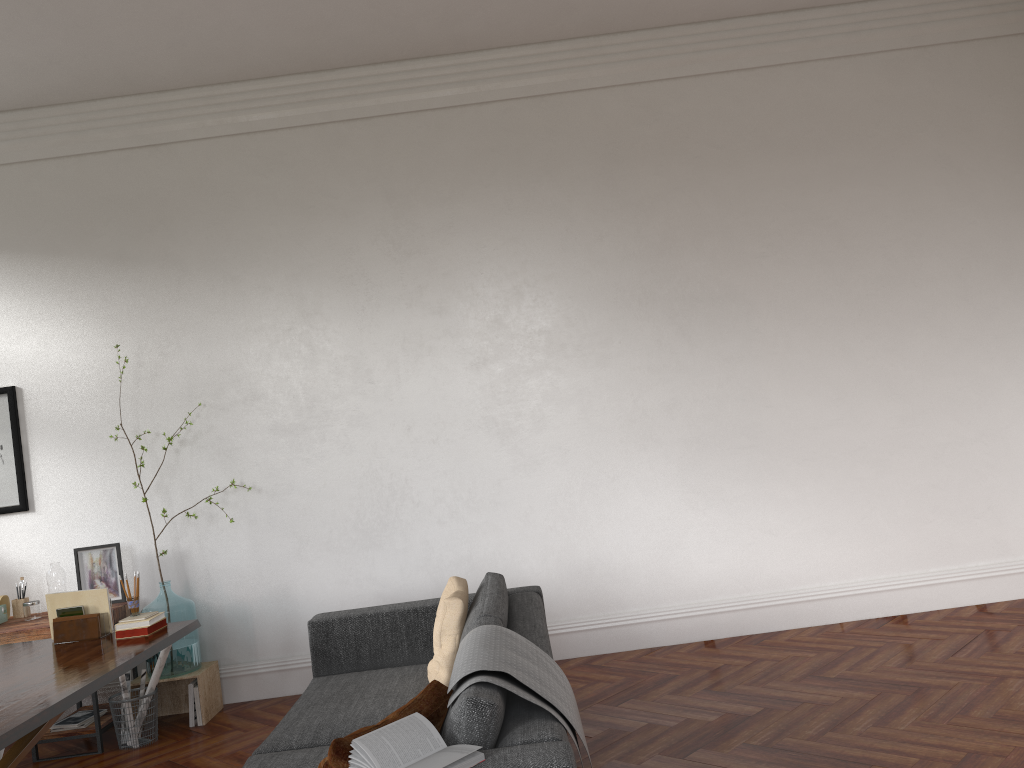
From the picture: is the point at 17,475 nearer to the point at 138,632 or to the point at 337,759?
the point at 138,632

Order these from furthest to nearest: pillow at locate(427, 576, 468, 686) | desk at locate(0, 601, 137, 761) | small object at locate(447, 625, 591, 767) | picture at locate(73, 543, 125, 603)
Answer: picture at locate(73, 543, 125, 603) → desk at locate(0, 601, 137, 761) → pillow at locate(427, 576, 468, 686) → small object at locate(447, 625, 591, 767)

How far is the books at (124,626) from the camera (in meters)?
4.19

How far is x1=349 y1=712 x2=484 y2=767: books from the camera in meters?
2.2 m

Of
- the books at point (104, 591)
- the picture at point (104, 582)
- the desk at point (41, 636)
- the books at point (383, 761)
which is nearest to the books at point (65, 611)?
the books at point (104, 591)

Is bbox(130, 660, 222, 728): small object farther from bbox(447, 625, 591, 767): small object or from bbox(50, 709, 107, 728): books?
bbox(447, 625, 591, 767): small object

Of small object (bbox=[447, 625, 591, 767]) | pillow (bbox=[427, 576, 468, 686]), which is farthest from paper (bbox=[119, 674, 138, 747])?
small object (bbox=[447, 625, 591, 767])

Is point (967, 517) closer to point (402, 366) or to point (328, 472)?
point (402, 366)

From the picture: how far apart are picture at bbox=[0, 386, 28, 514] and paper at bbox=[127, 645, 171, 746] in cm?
150

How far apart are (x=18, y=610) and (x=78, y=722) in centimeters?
87cm
